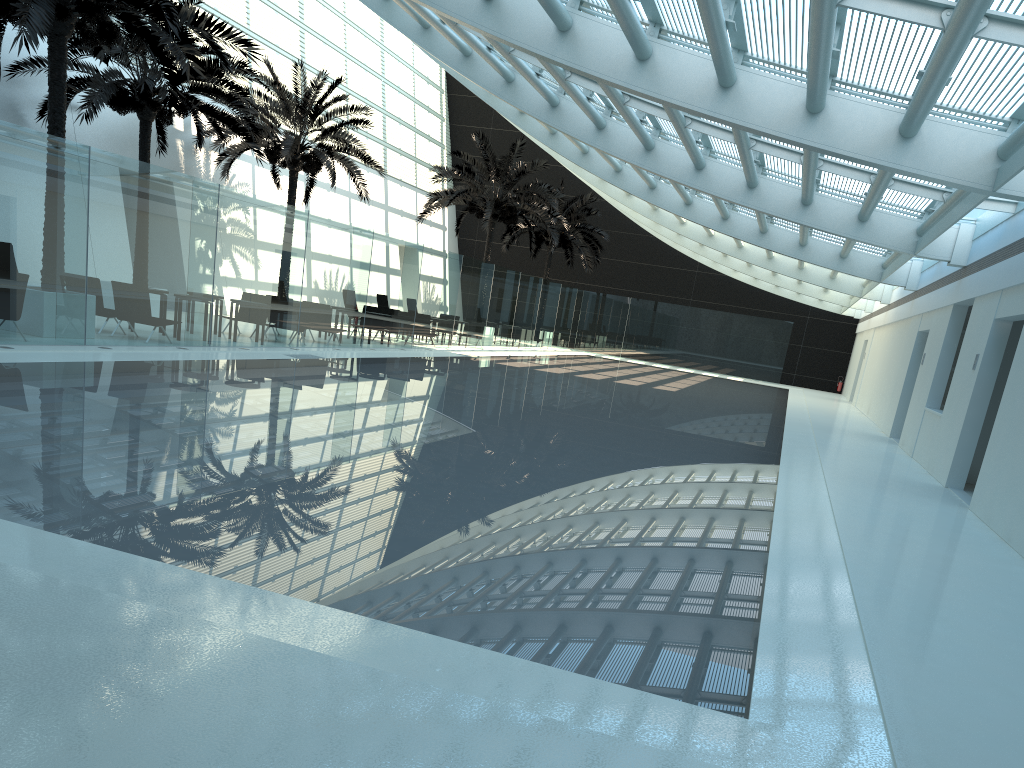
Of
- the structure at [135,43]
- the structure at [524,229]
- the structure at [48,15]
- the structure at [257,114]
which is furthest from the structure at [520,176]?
the structure at [48,15]

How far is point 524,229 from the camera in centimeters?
3737cm

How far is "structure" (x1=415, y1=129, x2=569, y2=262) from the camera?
29.56m

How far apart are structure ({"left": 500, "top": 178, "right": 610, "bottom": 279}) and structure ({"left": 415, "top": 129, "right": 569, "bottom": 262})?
4.2m

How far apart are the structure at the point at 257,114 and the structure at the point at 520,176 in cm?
363

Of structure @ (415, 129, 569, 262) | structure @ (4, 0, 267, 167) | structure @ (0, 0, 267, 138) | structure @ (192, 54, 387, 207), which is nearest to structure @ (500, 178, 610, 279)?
structure @ (415, 129, 569, 262)

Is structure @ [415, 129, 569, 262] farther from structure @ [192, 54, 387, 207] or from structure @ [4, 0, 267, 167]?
structure @ [4, 0, 267, 167]

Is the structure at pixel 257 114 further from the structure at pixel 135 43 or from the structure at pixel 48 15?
the structure at pixel 48 15

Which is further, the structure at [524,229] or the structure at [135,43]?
the structure at [524,229]

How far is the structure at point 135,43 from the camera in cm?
1757
